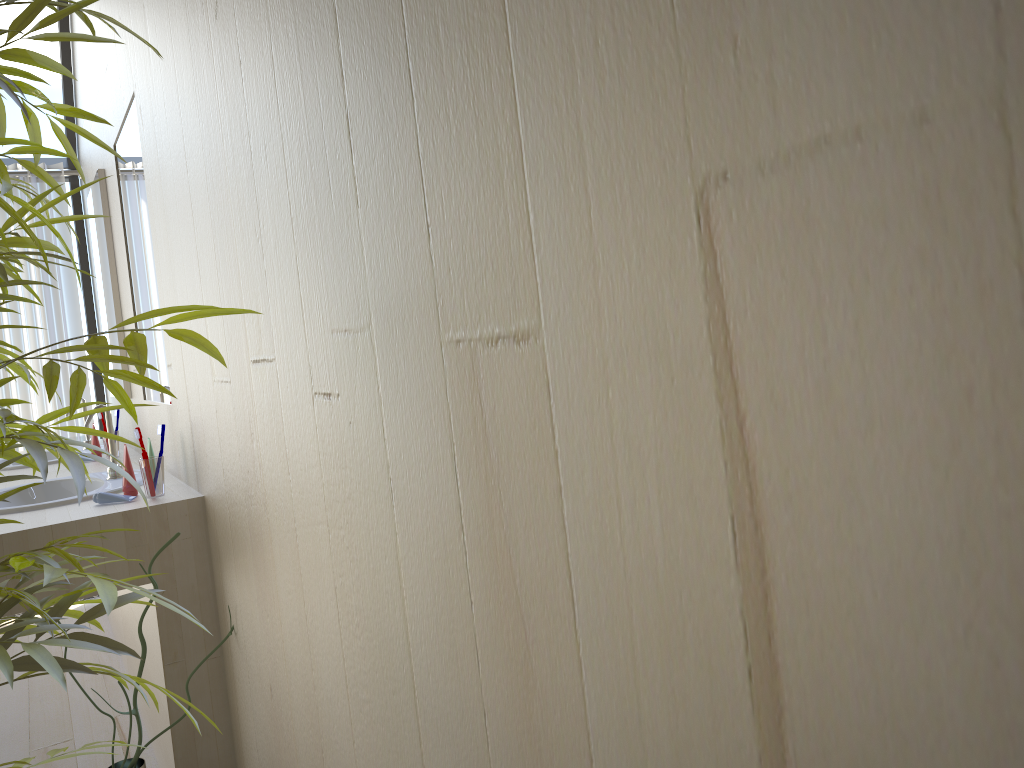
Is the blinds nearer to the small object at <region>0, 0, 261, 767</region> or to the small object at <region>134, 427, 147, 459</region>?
the small object at <region>134, 427, 147, 459</region>

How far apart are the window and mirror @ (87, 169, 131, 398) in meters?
0.7

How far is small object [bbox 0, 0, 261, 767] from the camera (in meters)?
0.84

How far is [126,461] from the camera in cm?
223

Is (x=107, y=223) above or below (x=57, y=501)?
above

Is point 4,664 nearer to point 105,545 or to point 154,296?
point 105,545

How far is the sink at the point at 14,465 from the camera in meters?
3.3

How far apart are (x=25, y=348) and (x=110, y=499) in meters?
2.4

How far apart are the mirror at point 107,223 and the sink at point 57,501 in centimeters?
70cm

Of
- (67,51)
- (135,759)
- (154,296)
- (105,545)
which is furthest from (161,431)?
(67,51)
